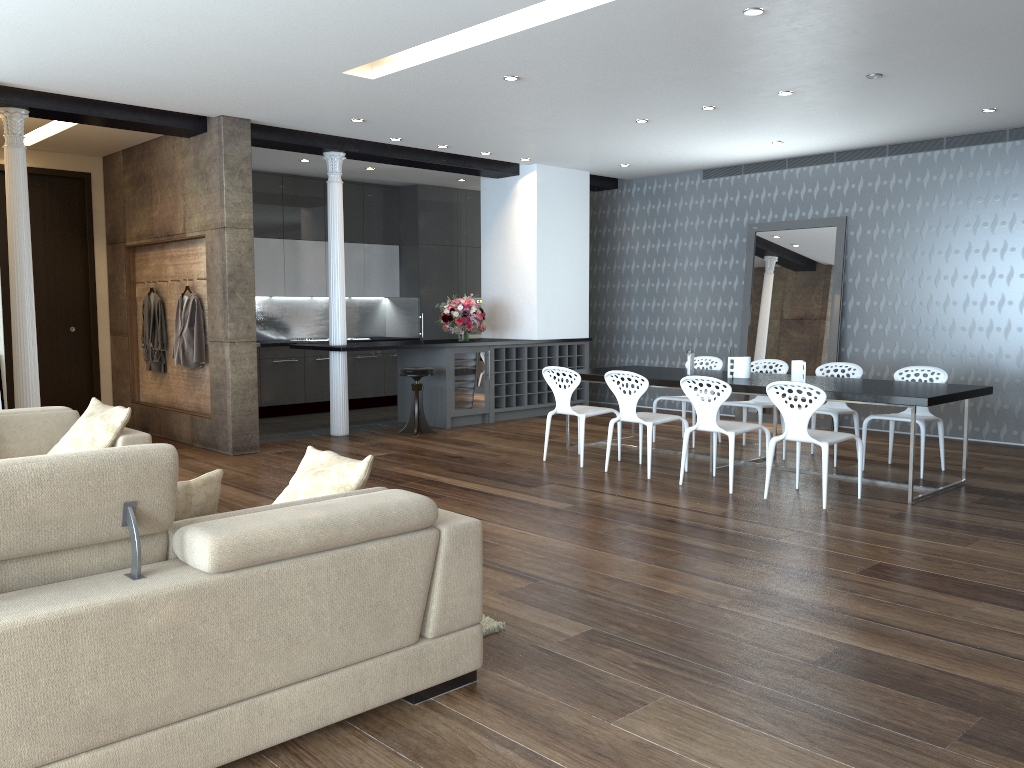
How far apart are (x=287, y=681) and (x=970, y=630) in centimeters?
275cm

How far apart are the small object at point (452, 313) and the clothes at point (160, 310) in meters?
3.0

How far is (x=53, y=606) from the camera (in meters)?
2.20

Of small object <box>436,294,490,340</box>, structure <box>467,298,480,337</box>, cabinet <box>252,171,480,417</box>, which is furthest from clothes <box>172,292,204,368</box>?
structure <box>467,298,480,337</box>

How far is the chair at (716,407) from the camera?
6.3m

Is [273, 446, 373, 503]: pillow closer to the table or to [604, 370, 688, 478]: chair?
[604, 370, 688, 478]: chair

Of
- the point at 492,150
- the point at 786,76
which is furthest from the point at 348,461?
the point at 492,150

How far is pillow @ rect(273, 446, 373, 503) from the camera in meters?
3.3 m

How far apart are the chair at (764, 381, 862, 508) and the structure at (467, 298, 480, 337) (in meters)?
7.23

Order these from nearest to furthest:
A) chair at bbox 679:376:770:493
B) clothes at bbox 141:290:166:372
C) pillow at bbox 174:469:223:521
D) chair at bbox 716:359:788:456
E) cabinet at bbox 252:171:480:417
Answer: pillow at bbox 174:469:223:521 < chair at bbox 679:376:770:493 < chair at bbox 716:359:788:456 < clothes at bbox 141:290:166:372 < cabinet at bbox 252:171:480:417
